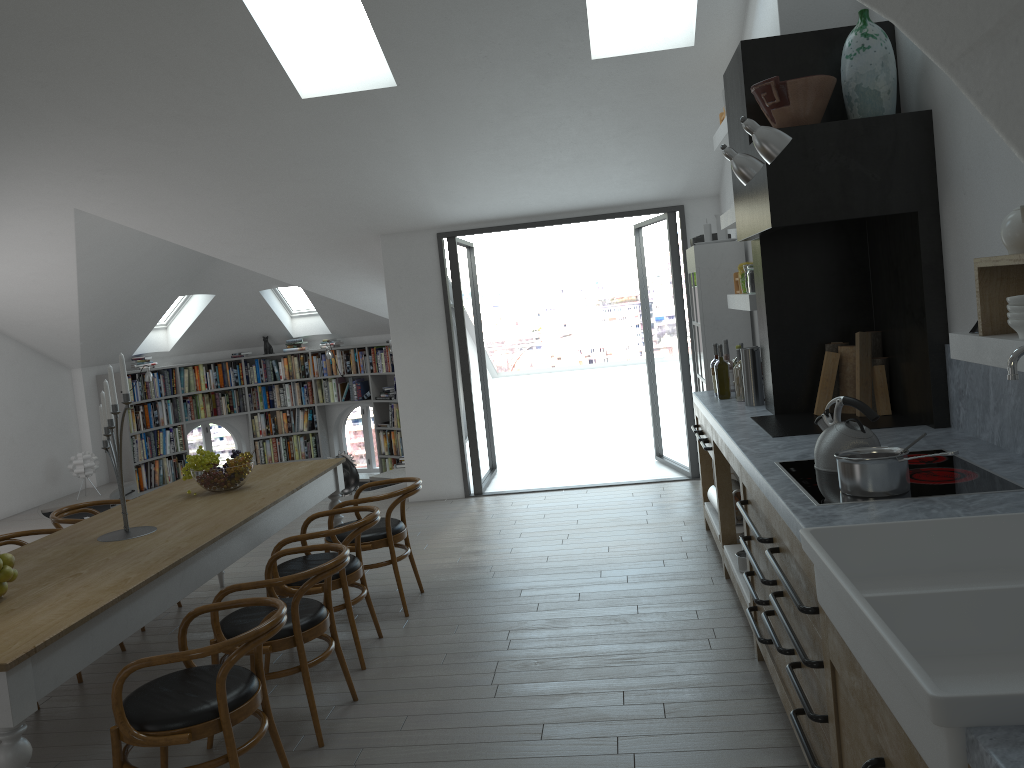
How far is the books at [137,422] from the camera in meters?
11.4

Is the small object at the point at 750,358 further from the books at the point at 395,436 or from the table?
the books at the point at 395,436

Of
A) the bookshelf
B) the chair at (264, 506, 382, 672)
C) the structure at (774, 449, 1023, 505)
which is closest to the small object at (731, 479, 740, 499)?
the structure at (774, 449, 1023, 505)

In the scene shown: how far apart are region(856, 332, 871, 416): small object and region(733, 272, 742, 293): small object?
1.64m

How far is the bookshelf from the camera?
11.1 meters

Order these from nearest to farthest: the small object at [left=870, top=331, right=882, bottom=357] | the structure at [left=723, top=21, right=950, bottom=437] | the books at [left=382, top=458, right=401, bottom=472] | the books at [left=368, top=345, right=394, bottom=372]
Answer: the structure at [left=723, top=21, right=950, bottom=437] < the small object at [left=870, top=331, right=882, bottom=357] < the books at [left=368, top=345, right=394, bottom=372] < the books at [left=382, top=458, right=401, bottom=472]

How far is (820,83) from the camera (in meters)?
3.85

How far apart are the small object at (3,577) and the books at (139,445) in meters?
8.5 m

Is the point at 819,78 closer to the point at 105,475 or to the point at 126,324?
the point at 126,324

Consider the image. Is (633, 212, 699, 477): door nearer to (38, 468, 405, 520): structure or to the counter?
the counter
